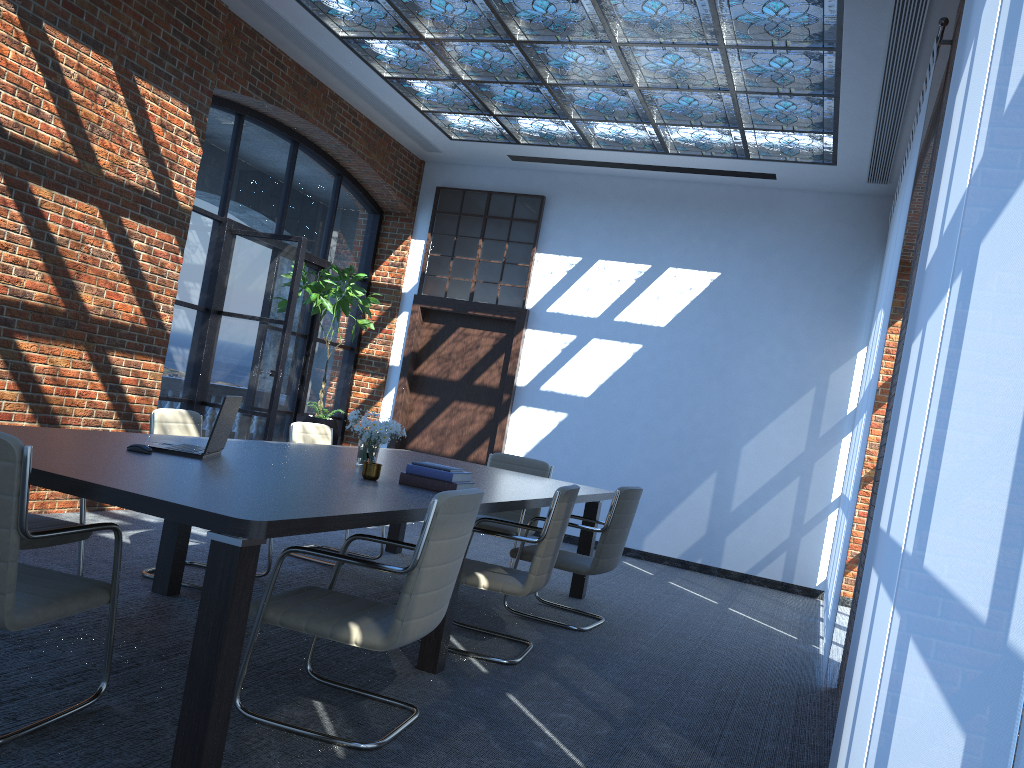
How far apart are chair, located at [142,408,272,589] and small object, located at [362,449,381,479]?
1.5m

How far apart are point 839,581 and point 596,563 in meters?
1.5

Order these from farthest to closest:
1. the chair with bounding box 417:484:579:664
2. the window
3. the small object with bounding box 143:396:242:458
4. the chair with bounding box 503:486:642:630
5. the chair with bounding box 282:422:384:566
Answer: the window
the chair with bounding box 282:422:384:566
the chair with bounding box 503:486:642:630
the chair with bounding box 417:484:579:664
the small object with bounding box 143:396:242:458

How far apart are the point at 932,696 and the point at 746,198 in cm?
848

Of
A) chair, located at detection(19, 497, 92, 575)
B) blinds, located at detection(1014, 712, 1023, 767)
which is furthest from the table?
blinds, located at detection(1014, 712, 1023, 767)

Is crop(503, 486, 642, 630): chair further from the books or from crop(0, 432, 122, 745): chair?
crop(0, 432, 122, 745): chair

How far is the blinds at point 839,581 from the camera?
5.4m

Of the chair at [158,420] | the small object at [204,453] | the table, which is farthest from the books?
the chair at [158,420]

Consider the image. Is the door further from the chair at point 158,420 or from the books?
the books

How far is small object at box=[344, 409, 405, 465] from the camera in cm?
474
